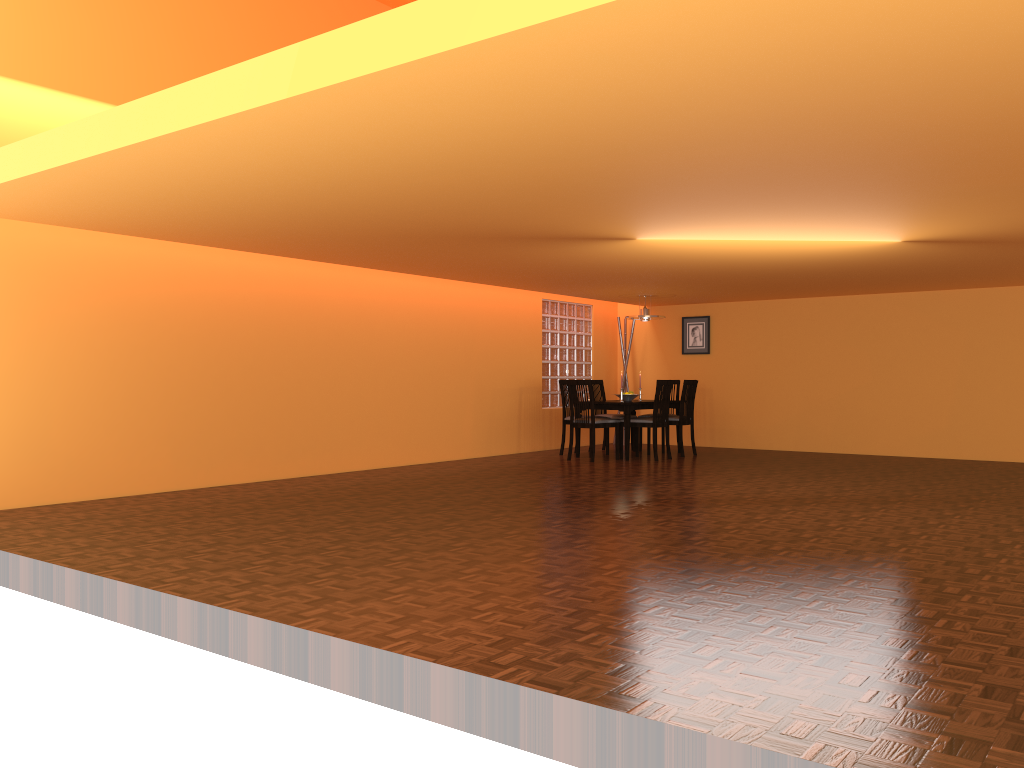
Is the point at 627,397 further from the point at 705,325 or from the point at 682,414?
the point at 705,325

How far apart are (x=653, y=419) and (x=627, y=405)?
0.3 meters

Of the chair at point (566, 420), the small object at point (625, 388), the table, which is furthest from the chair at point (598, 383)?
the small object at point (625, 388)

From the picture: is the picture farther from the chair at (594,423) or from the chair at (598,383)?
the chair at (594,423)

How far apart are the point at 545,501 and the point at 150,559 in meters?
2.6

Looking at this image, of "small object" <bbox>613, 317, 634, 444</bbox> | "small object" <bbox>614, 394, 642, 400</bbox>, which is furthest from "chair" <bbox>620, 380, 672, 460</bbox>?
"small object" <bbox>613, 317, 634, 444</bbox>

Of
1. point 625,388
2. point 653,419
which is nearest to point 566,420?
point 653,419

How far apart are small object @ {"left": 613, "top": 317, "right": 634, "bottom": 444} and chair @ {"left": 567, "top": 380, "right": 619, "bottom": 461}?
2.16m

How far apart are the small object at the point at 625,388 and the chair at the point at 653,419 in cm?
201

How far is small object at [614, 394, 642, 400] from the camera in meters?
9.3 m
